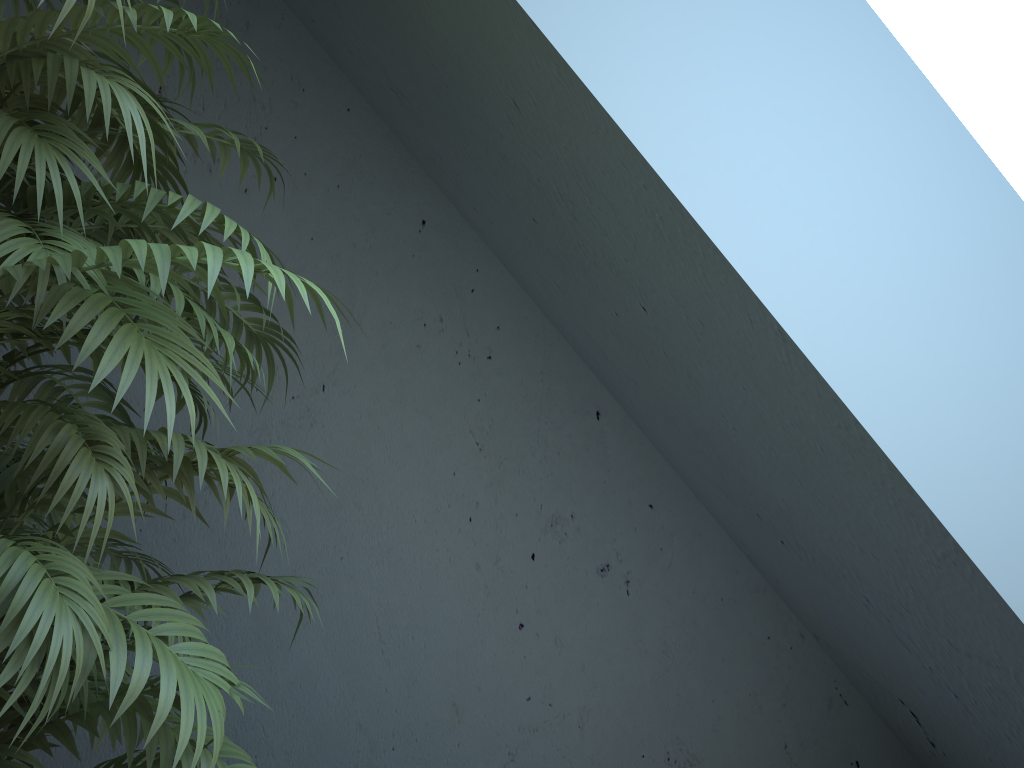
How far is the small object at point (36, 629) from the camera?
0.8 meters

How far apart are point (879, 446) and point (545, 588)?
1.2m

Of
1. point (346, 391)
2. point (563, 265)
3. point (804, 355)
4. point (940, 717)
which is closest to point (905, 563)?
point (804, 355)

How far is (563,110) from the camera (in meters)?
1.12

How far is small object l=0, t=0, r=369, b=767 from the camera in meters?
0.8

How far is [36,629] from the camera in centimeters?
83cm
